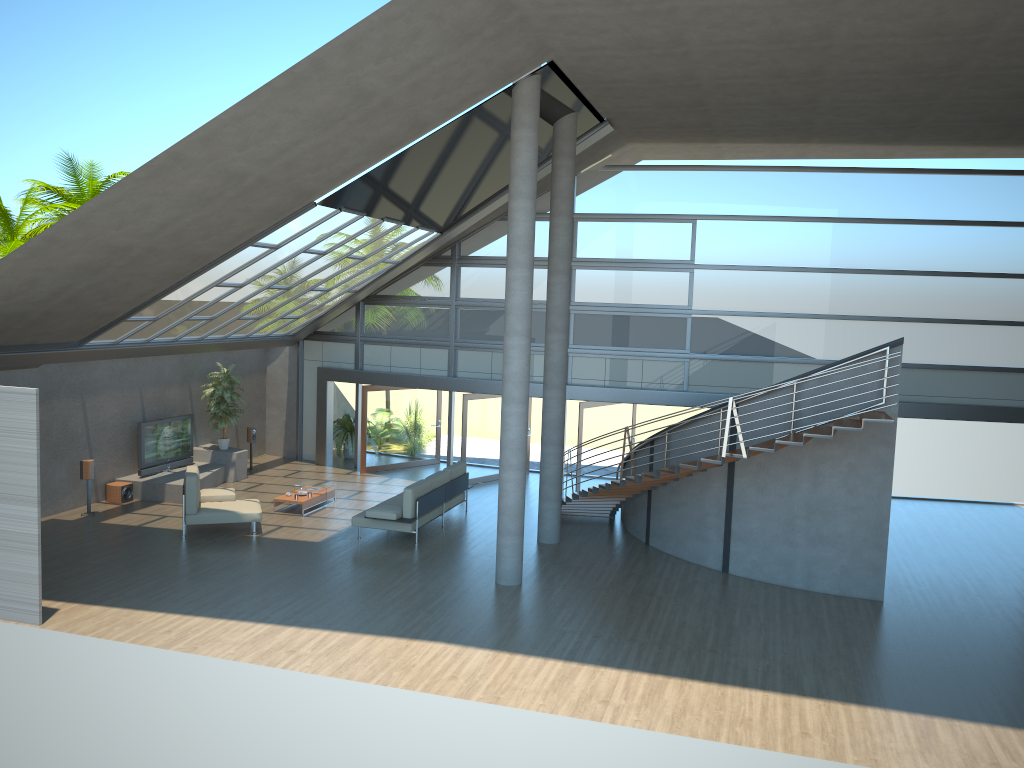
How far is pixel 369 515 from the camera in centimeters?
1411cm

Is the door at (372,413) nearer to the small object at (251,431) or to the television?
the small object at (251,431)

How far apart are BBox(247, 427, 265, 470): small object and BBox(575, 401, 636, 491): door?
7.28m

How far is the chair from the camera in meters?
14.0

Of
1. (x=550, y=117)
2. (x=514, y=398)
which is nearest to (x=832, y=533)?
(x=514, y=398)

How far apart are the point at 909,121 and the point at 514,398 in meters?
8.3

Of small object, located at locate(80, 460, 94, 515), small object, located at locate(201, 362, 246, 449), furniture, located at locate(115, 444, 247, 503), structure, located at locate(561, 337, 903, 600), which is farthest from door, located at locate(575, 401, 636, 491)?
small object, located at locate(80, 460, 94, 515)

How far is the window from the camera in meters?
16.9 m

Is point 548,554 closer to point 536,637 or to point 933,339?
point 536,637

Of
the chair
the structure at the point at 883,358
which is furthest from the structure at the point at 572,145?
the chair
